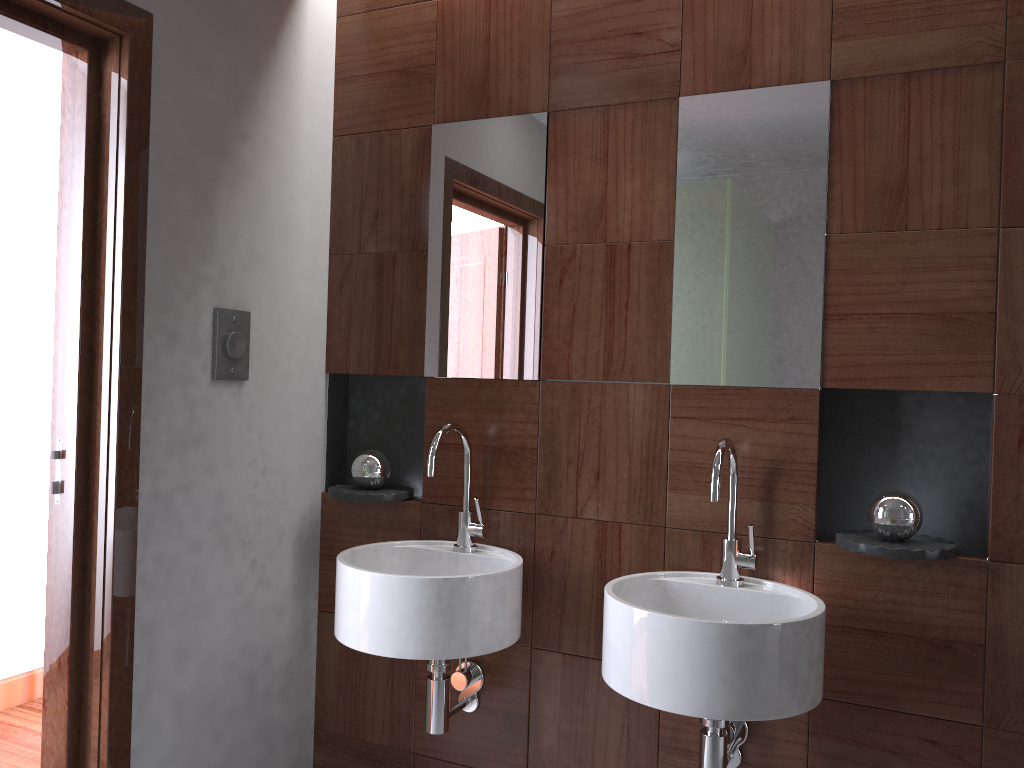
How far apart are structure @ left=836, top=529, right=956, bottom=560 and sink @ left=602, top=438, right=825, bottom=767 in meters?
0.1

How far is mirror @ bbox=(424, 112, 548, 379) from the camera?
2.1m

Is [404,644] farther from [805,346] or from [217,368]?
[805,346]

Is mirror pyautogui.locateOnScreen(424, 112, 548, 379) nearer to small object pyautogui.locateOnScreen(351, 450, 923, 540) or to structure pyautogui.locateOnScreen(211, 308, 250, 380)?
small object pyautogui.locateOnScreen(351, 450, 923, 540)

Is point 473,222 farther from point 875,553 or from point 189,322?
point 875,553

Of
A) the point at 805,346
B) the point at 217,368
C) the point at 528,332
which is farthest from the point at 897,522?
the point at 217,368

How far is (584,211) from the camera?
2.1 meters

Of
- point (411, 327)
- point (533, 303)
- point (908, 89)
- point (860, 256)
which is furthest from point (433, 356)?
point (908, 89)

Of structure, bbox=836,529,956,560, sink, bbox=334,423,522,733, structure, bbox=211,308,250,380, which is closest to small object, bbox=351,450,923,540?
structure, bbox=836,529,956,560

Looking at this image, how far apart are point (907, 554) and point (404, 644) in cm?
99
